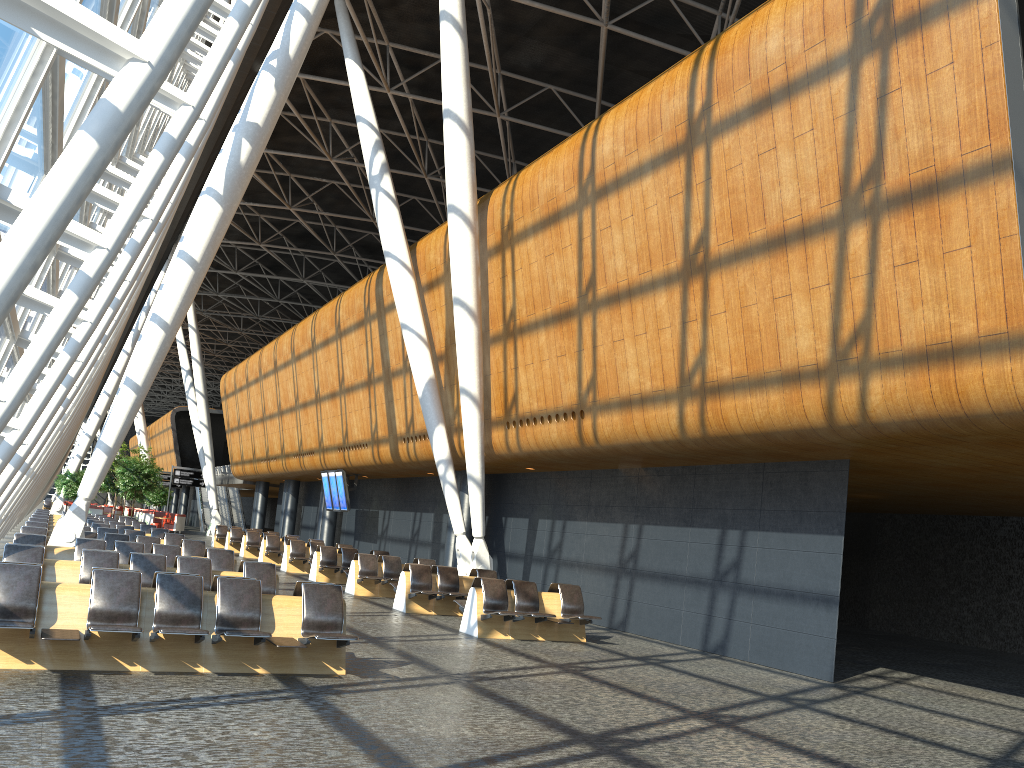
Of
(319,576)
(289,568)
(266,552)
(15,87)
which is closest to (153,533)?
(289,568)

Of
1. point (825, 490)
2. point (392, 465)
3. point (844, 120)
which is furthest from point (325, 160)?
point (844, 120)

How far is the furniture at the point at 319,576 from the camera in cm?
2071

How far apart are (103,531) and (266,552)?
7.69m

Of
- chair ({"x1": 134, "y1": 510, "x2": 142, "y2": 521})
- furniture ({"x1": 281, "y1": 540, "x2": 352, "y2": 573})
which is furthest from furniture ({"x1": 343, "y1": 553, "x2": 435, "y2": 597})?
chair ({"x1": 134, "y1": 510, "x2": 142, "y2": 521})

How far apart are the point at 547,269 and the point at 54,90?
9.8m

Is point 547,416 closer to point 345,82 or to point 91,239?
point 91,239

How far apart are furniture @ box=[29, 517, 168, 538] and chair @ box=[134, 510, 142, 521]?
27.64m

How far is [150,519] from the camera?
45.05m

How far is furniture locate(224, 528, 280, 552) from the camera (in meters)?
31.22
